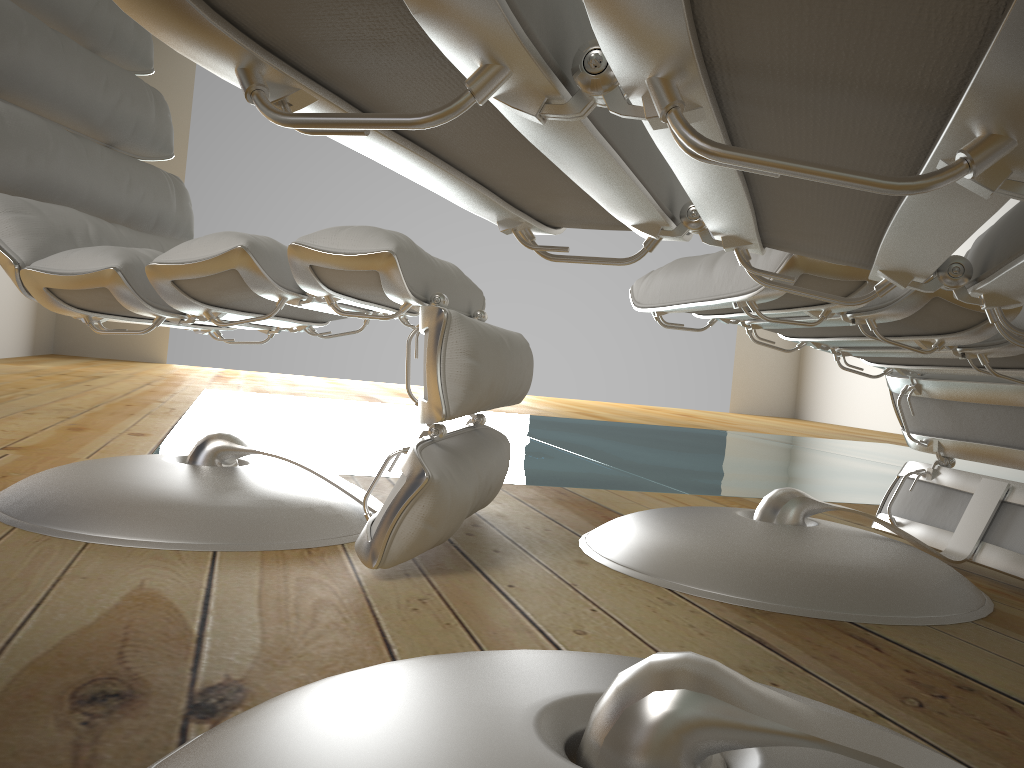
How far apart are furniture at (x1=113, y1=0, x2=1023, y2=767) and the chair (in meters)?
0.27

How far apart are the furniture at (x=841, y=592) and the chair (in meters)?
0.15

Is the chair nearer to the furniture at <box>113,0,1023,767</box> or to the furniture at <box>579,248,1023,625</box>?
the furniture at <box>579,248,1023,625</box>

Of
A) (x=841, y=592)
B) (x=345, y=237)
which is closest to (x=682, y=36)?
(x=345, y=237)

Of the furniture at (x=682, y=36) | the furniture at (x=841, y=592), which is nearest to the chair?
the furniture at (x=841, y=592)

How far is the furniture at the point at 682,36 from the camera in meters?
0.2

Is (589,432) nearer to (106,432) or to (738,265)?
(106,432)

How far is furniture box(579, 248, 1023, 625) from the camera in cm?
102

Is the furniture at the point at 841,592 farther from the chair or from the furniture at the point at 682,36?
the furniture at the point at 682,36

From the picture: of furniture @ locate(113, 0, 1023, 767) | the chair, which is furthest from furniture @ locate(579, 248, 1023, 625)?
furniture @ locate(113, 0, 1023, 767)
